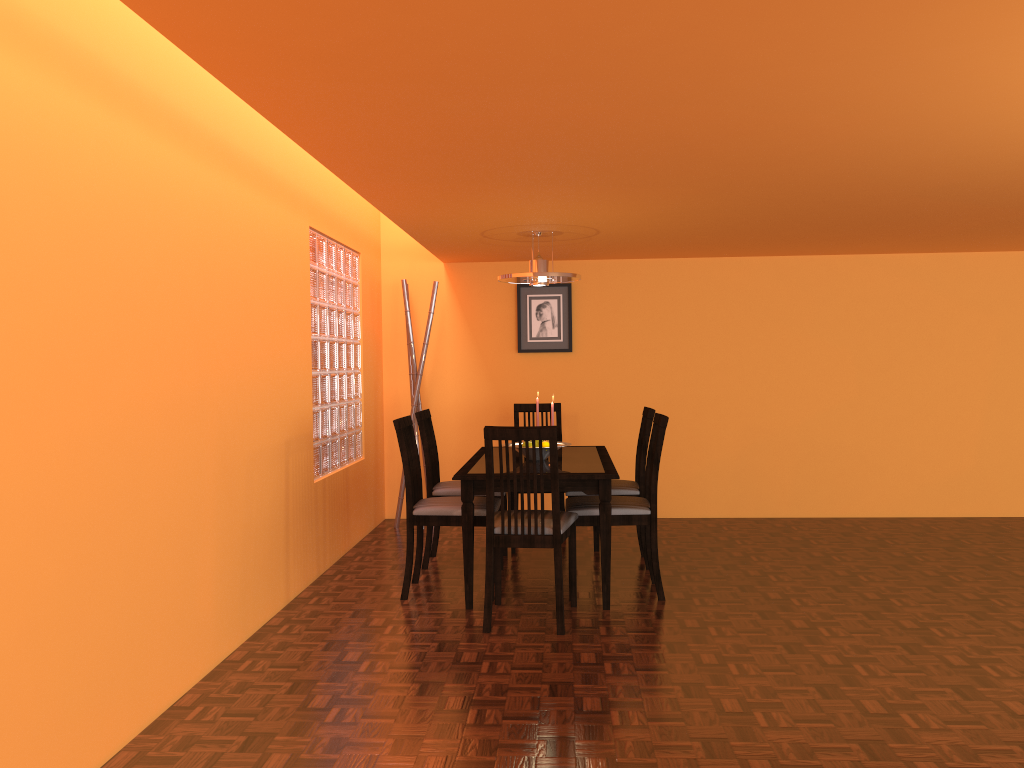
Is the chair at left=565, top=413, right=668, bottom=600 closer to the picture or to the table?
the table

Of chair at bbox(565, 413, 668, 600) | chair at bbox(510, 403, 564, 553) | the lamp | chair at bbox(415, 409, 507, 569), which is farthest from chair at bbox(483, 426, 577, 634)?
chair at bbox(510, 403, 564, 553)

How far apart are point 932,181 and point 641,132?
1.5m

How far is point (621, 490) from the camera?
4.4 meters

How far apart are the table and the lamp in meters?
0.9 m

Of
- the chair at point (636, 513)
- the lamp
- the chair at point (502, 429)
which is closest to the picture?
the lamp

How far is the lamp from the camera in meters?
4.4

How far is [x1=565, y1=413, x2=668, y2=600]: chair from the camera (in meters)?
3.85

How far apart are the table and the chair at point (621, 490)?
0.2 meters

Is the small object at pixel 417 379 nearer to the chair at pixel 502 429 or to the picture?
the picture
